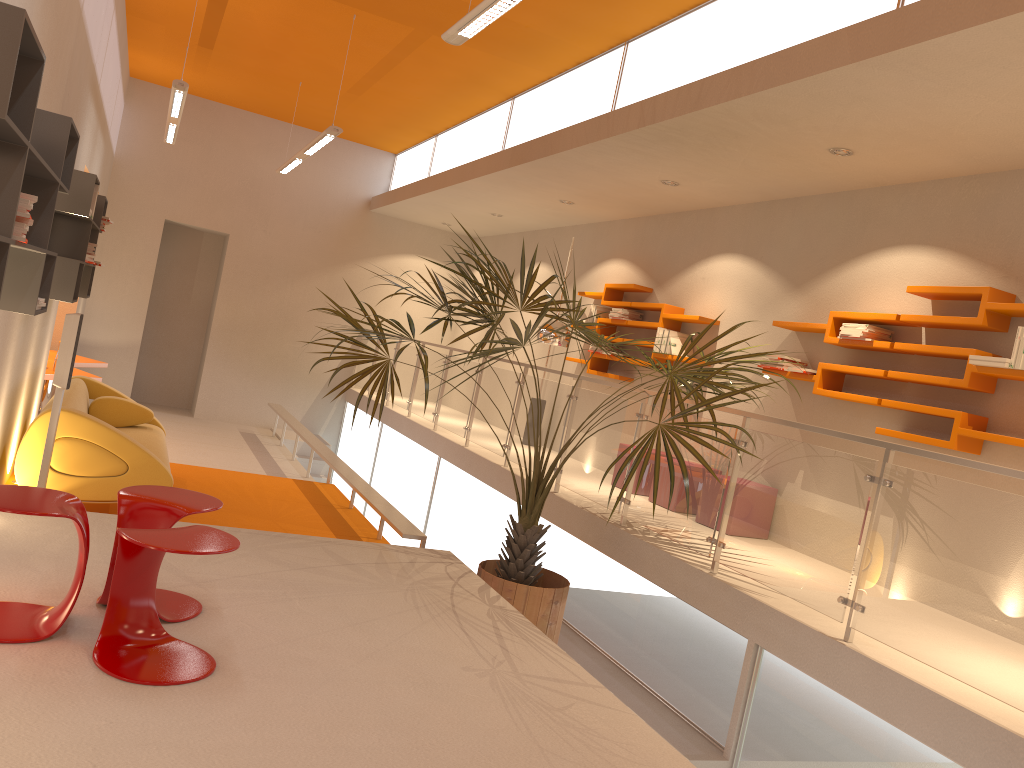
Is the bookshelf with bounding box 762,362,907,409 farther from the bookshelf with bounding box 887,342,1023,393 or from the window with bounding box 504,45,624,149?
the window with bounding box 504,45,624,149

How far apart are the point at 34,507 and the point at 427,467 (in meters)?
6.41

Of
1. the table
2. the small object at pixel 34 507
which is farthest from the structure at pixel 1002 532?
the table

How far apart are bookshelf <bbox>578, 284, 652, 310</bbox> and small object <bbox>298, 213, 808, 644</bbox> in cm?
205

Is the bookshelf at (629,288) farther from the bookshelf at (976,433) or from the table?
the table

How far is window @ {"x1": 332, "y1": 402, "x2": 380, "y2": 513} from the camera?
11.5 meters

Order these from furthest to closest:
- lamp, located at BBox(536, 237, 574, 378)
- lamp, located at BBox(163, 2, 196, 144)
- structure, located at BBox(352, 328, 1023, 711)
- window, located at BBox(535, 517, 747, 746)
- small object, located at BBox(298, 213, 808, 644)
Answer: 1. lamp, located at BBox(536, 237, 574, 378)
2. lamp, located at BBox(163, 2, 196, 144)
3. small object, located at BBox(298, 213, 808, 644)
4. window, located at BBox(535, 517, 747, 746)
5. structure, located at BBox(352, 328, 1023, 711)

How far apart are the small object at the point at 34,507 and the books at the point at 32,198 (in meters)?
1.03

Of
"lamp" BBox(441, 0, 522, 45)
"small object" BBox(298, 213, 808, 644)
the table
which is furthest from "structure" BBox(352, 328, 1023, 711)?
the table

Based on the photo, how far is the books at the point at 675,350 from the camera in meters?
7.7 m
